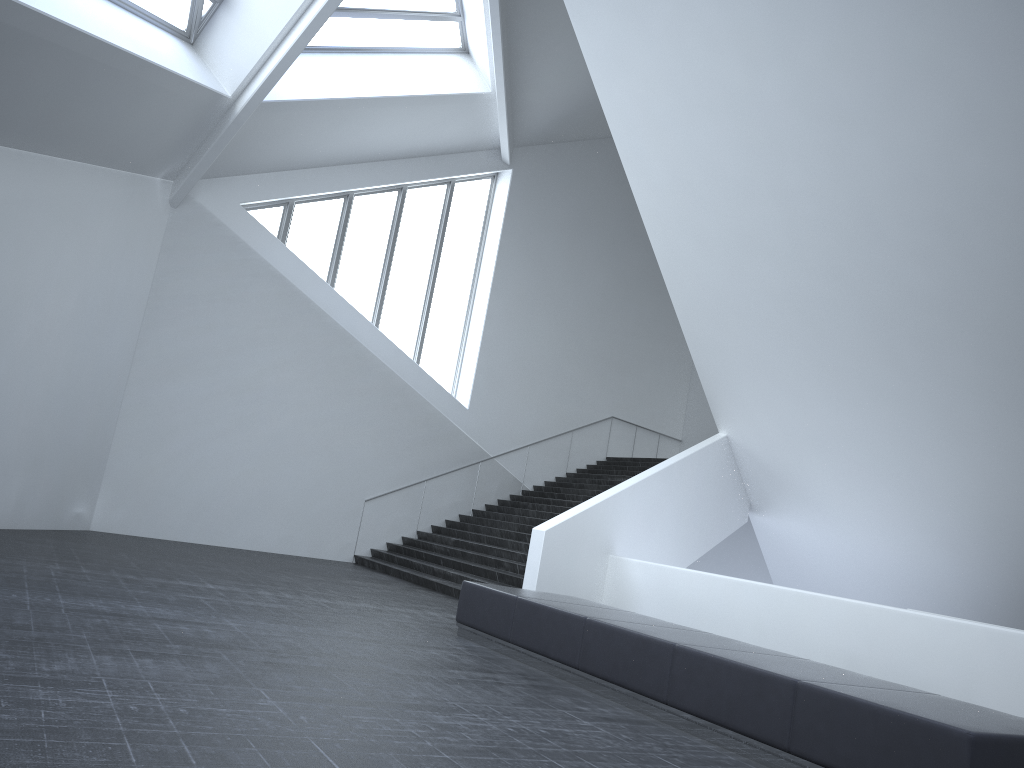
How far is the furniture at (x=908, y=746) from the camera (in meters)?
4.78

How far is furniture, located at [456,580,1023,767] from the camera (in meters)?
4.78

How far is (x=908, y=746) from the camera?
4.8m

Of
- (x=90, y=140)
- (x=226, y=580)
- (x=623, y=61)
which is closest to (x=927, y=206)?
(x=623, y=61)
